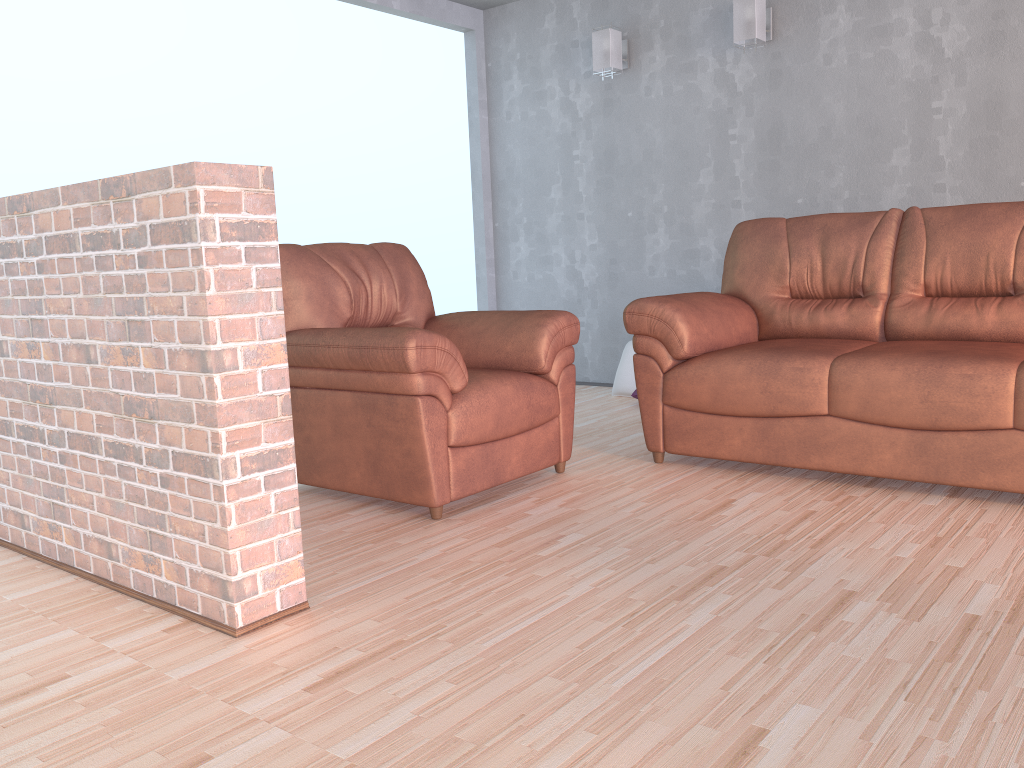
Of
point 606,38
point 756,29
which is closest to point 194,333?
point 756,29

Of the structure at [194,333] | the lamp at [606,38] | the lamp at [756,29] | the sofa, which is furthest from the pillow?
the structure at [194,333]

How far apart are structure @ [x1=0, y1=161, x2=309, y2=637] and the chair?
0.65m

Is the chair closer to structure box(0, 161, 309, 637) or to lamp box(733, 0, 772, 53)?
structure box(0, 161, 309, 637)

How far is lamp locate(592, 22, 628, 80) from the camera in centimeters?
513cm

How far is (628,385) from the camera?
5.1m

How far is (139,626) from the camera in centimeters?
210cm

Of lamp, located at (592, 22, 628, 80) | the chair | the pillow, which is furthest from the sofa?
lamp, located at (592, 22, 628, 80)

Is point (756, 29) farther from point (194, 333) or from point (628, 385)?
point (194, 333)

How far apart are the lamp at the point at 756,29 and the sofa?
1.25m
